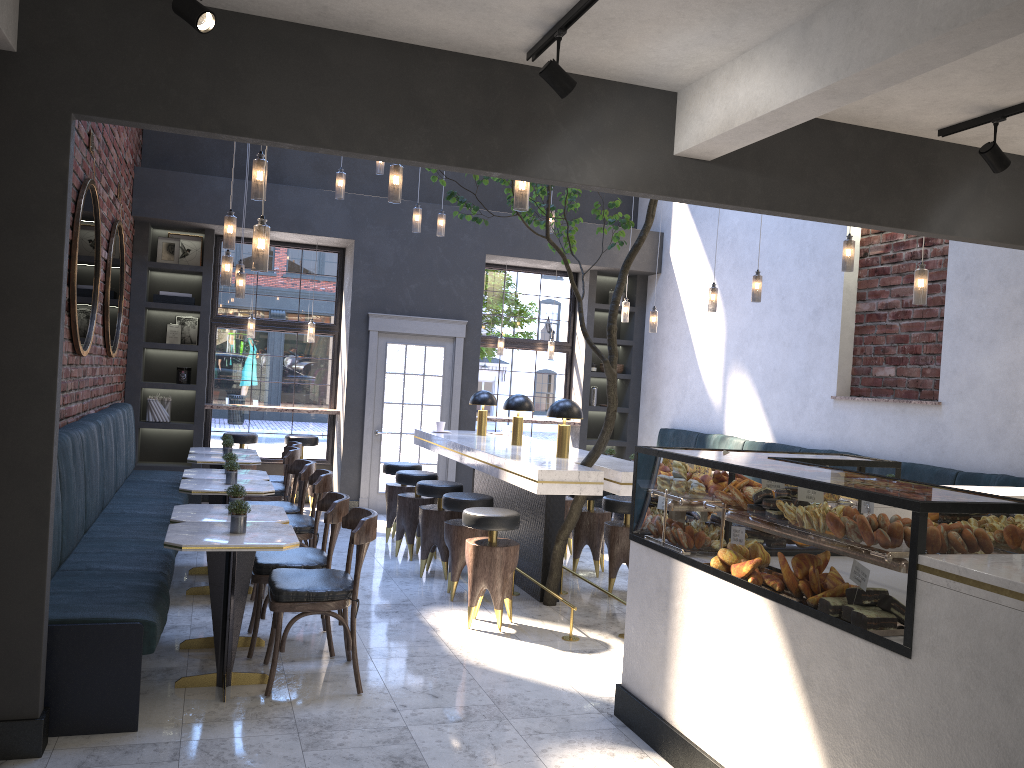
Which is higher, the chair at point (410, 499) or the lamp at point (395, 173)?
the lamp at point (395, 173)

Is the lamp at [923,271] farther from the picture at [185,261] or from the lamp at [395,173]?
the picture at [185,261]

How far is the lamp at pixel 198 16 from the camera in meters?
3.0

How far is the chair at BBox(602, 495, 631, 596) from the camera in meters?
6.6

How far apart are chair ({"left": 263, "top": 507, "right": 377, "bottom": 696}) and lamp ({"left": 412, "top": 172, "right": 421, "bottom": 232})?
4.01m

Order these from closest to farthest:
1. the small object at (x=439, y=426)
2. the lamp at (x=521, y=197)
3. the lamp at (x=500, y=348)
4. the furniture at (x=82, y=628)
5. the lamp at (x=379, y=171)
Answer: the furniture at (x=82, y=628), the lamp at (x=521, y=197), the small object at (x=439, y=426), the lamp at (x=379, y=171), the lamp at (x=500, y=348)

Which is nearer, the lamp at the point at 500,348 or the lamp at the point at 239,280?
the lamp at the point at 239,280

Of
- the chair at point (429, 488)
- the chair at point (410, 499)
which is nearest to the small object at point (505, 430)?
the chair at point (410, 499)

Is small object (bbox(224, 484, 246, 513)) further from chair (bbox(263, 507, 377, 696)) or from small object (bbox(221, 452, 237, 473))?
small object (bbox(221, 452, 237, 473))

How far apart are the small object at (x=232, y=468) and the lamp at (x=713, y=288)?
4.29m
